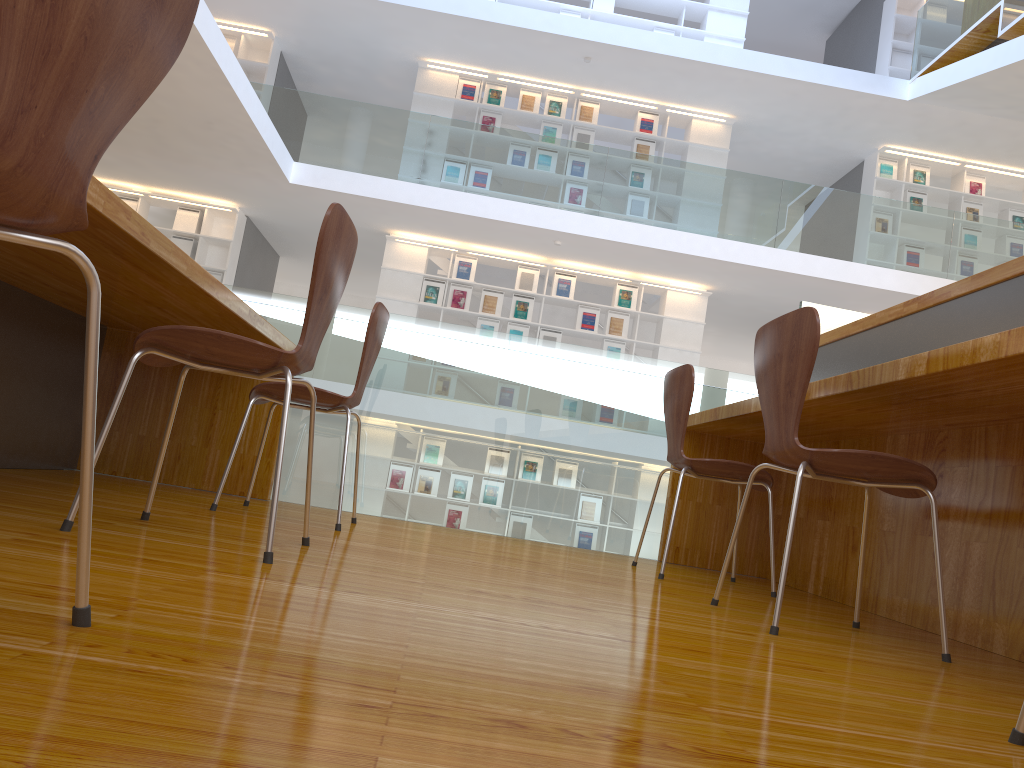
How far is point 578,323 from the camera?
9.9m

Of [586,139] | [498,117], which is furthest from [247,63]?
[586,139]

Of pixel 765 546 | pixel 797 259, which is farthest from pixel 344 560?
pixel 797 259

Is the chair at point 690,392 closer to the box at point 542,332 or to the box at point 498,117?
the box at point 542,332

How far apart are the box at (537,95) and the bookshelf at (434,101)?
0.1 meters

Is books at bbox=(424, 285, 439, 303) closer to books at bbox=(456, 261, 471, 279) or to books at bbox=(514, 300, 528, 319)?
books at bbox=(456, 261, 471, 279)

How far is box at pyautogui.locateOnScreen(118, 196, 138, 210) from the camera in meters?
9.8

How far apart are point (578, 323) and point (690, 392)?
7.10m

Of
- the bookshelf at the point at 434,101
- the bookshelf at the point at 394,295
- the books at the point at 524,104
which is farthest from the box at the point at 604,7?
the bookshelf at the point at 394,295

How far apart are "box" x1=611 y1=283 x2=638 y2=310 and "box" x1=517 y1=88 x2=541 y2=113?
2.4 meters
